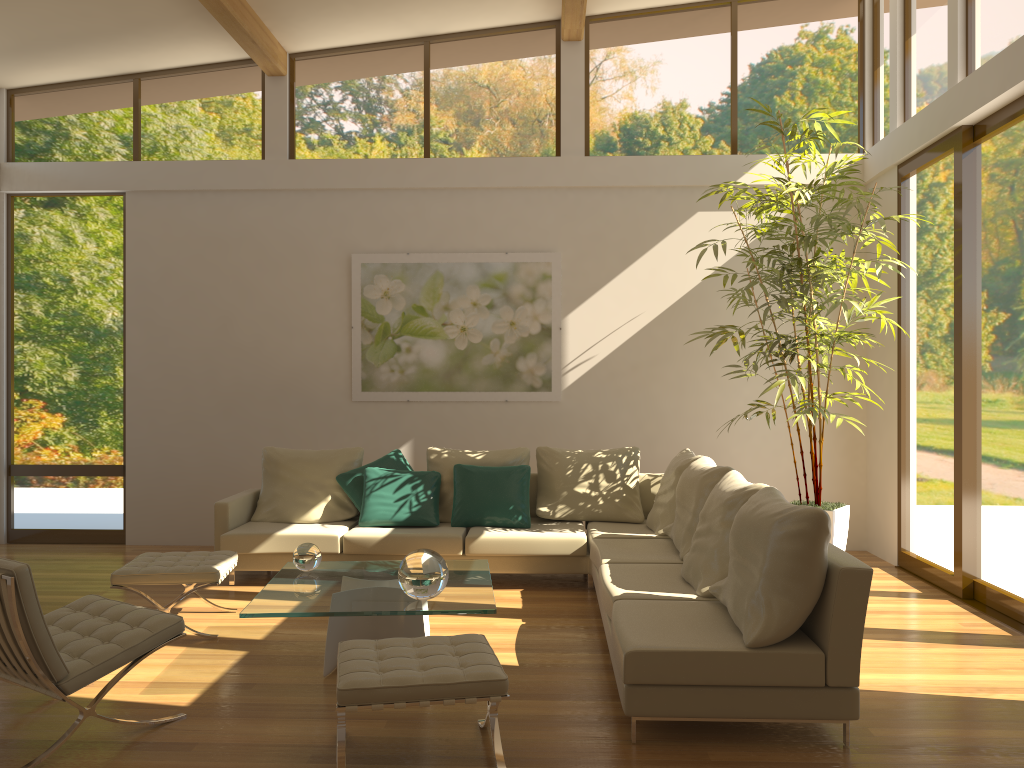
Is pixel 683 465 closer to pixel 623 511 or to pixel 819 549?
pixel 623 511

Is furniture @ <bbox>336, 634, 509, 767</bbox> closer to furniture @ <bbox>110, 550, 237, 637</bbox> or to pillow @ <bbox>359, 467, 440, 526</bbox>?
furniture @ <bbox>110, 550, 237, 637</bbox>

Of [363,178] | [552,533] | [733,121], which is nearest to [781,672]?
[552,533]

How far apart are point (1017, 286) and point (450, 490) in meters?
4.0 m

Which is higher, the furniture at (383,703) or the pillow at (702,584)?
the pillow at (702,584)

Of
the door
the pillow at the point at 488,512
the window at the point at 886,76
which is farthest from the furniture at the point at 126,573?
the door

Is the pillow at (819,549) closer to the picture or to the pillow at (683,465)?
the pillow at (683,465)

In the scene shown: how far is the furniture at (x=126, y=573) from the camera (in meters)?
4.90

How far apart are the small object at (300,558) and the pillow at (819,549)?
2.1m

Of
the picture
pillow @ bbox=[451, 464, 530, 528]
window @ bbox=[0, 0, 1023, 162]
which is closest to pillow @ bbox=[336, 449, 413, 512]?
pillow @ bbox=[451, 464, 530, 528]
